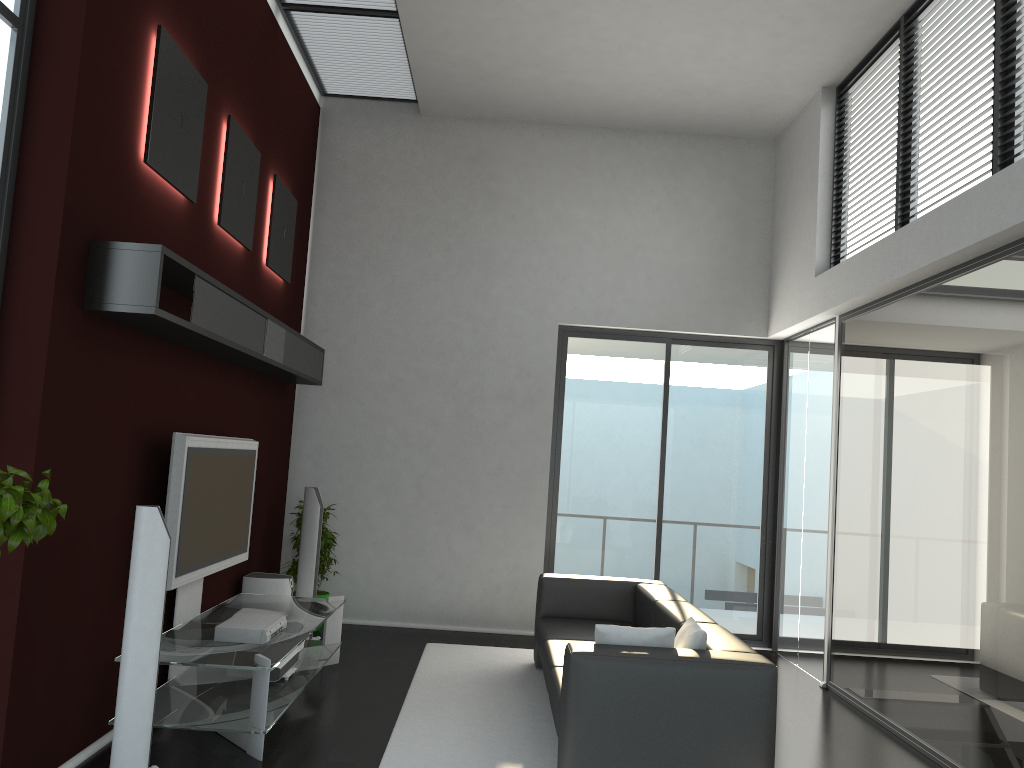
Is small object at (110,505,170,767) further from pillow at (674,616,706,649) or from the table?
pillow at (674,616,706,649)

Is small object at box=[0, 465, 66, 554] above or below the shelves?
below

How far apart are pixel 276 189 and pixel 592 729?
4.4 meters

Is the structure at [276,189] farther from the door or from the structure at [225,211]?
the door

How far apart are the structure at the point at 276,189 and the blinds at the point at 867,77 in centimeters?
427cm

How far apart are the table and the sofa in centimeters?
135cm

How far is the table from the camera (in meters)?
4.18

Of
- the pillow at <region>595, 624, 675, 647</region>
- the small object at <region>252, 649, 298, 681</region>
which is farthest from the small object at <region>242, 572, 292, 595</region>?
the pillow at <region>595, 624, 675, 647</region>

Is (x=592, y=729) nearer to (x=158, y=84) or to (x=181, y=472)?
(x=181, y=472)

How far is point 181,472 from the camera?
4.5 meters
